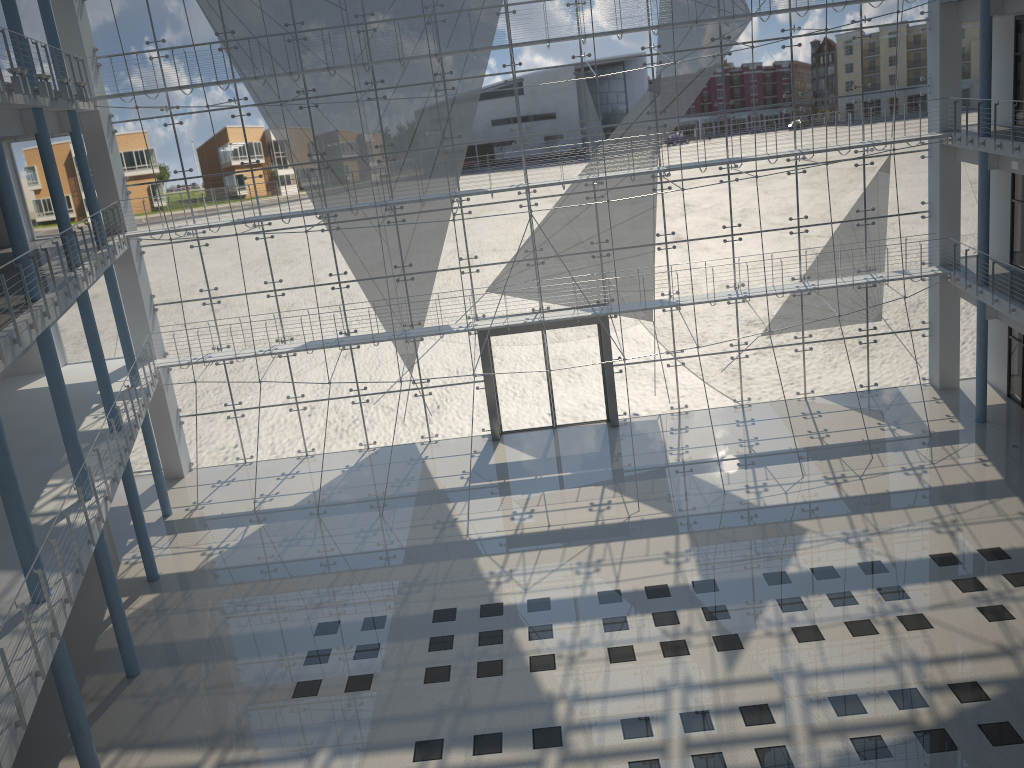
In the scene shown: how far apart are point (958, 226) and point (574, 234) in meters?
1.5

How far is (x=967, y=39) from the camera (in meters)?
3.30

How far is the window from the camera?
3.3m

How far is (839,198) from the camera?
3.48m

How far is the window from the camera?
3.30m
